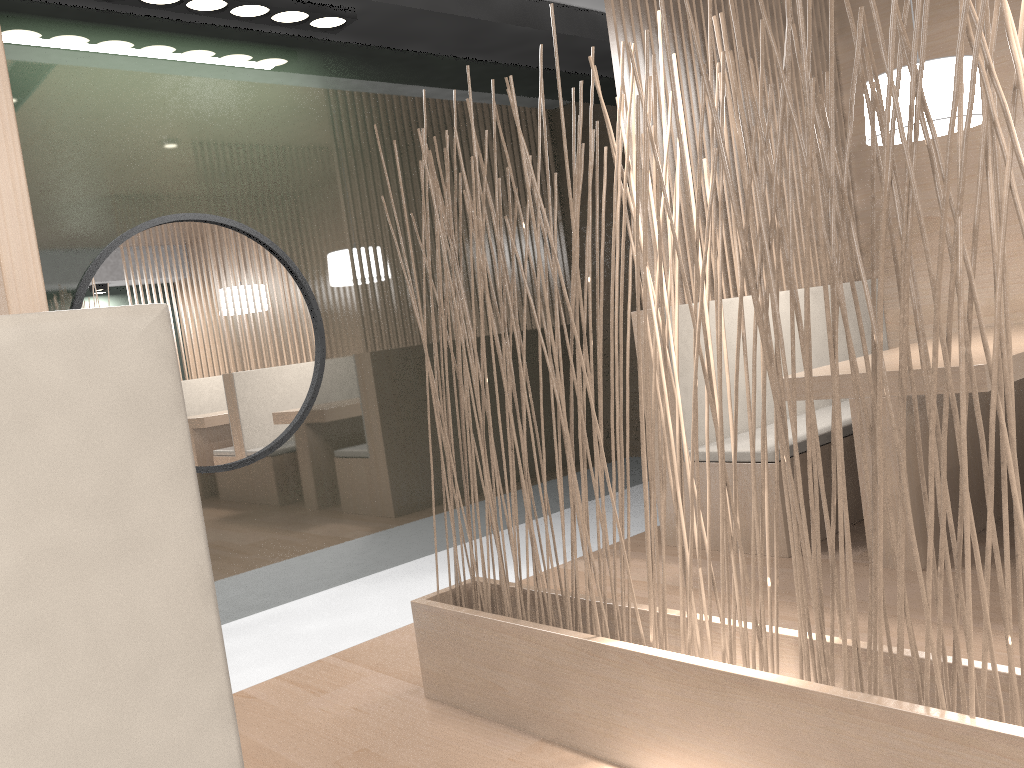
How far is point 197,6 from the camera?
1.95m

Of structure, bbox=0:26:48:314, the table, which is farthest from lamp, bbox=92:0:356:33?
structure, bbox=0:26:48:314

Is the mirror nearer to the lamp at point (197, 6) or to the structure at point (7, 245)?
the lamp at point (197, 6)

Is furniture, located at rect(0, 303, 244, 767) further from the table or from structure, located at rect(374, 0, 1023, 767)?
the table

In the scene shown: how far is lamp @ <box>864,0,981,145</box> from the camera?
1.8m

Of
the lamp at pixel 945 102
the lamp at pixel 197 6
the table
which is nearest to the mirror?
the lamp at pixel 197 6

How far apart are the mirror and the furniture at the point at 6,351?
1.9m

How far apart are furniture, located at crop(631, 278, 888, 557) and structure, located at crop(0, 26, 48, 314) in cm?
184

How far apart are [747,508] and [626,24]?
1.19m

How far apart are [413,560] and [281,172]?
1.1 meters
